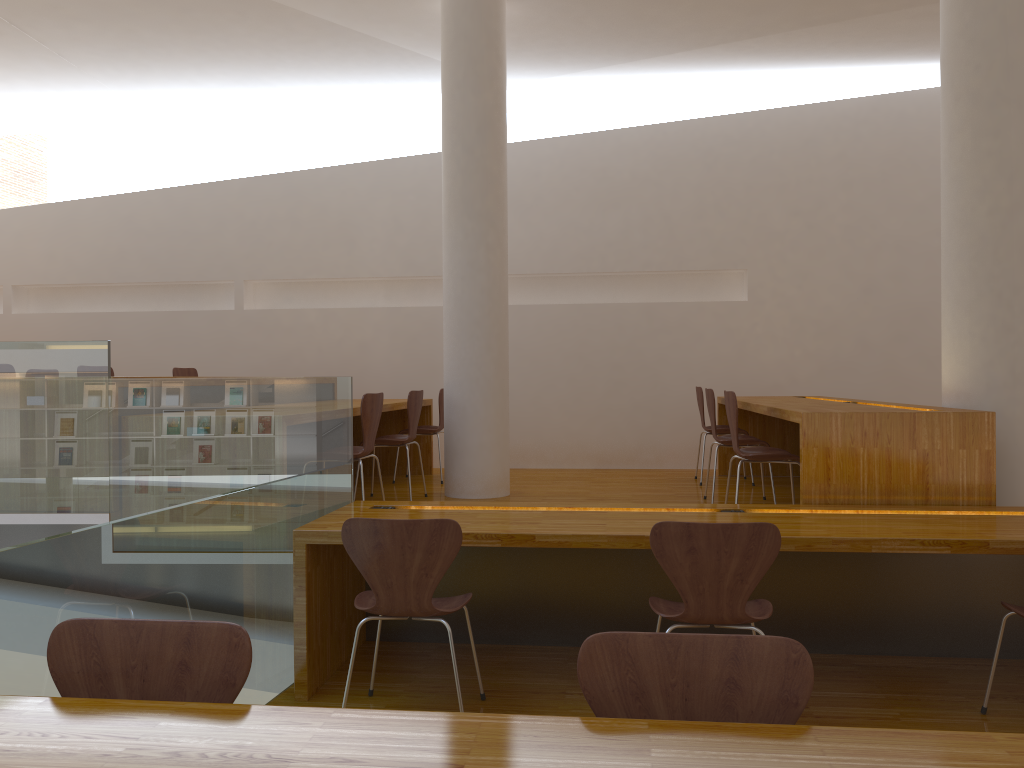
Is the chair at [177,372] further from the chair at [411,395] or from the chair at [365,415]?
the chair at [365,415]

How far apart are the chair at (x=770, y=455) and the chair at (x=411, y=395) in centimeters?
197cm

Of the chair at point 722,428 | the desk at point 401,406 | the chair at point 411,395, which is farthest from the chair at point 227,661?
the chair at point 722,428

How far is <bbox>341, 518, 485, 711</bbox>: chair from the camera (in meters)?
2.78

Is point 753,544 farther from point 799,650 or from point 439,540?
point 799,650

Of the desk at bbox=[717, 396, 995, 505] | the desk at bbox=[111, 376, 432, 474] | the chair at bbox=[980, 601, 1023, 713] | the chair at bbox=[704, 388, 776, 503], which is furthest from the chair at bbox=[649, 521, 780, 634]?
the desk at bbox=[111, 376, 432, 474]

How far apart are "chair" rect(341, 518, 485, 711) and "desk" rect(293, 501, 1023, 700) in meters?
0.2 m

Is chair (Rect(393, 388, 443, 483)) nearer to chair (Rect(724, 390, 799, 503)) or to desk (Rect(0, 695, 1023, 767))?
chair (Rect(724, 390, 799, 503))

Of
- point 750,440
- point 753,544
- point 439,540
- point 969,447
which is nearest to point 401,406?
point 750,440

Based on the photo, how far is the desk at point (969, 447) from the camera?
3.6m
